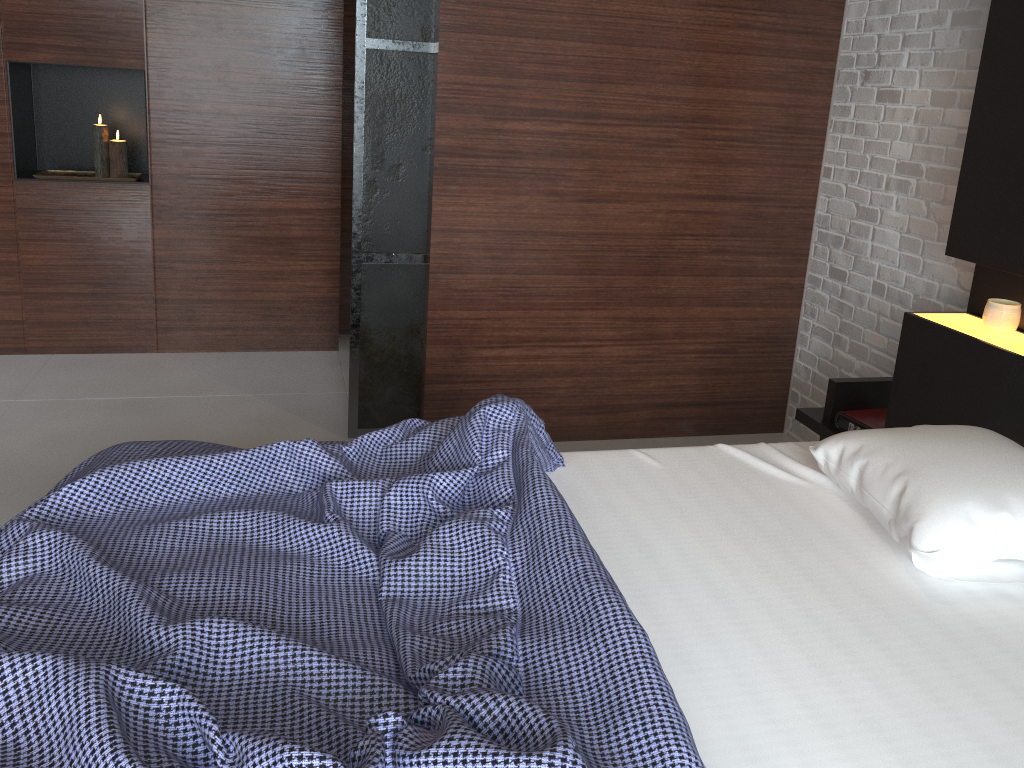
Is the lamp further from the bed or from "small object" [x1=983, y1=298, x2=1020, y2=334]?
"small object" [x1=983, y1=298, x2=1020, y2=334]

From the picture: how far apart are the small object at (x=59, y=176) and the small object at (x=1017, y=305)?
3.4m

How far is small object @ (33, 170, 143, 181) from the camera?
3.8 meters

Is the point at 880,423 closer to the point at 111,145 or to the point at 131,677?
the point at 131,677

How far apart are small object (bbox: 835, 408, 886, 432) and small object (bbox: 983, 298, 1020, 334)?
0.5m

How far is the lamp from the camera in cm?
388

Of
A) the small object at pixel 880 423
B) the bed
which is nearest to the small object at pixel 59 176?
the bed

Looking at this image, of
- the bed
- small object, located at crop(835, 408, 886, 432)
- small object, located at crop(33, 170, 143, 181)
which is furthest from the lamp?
small object, located at crop(835, 408, 886, 432)

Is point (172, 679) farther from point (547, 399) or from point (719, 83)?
point (719, 83)

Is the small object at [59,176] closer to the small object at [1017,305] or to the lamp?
the lamp
